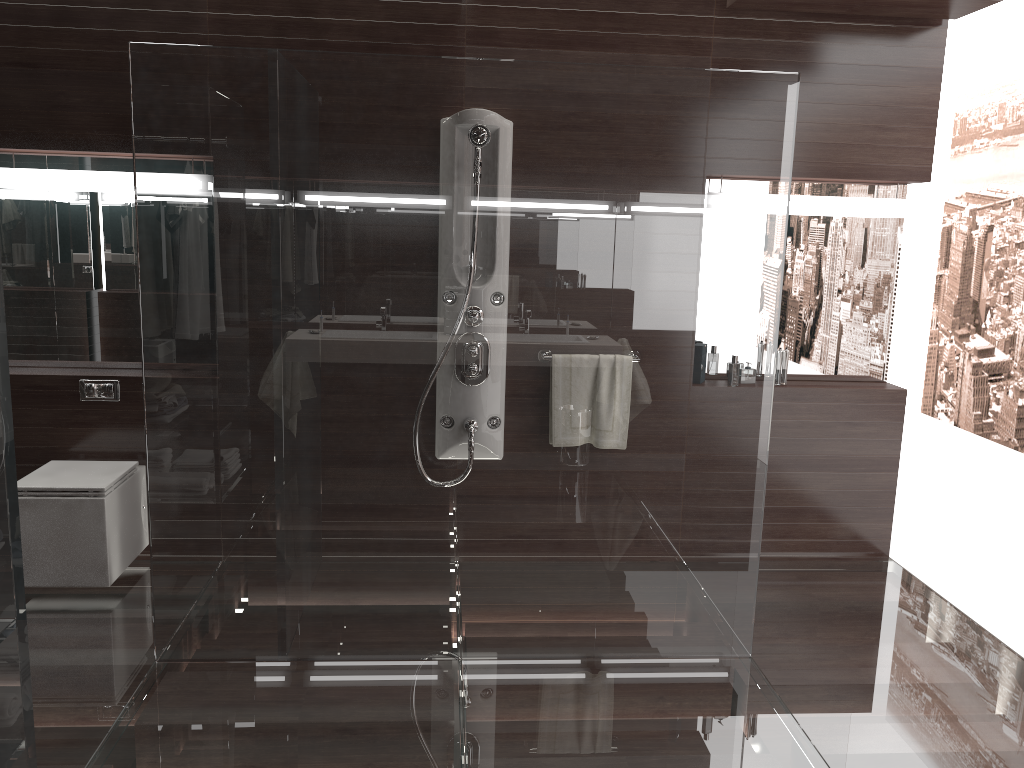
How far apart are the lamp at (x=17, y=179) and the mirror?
0.13m

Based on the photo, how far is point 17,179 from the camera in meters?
3.6

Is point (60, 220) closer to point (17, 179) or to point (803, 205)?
point (17, 179)

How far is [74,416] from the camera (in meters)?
3.77

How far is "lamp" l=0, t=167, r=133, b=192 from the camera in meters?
3.6

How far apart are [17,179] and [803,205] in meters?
3.3

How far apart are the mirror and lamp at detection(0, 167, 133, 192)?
0.1 meters

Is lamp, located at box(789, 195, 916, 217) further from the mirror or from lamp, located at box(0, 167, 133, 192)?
lamp, located at box(0, 167, 133, 192)

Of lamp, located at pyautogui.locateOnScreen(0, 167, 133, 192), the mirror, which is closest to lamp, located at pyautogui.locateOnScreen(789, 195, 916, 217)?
the mirror

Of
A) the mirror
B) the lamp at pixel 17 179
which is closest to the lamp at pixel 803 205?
the mirror
